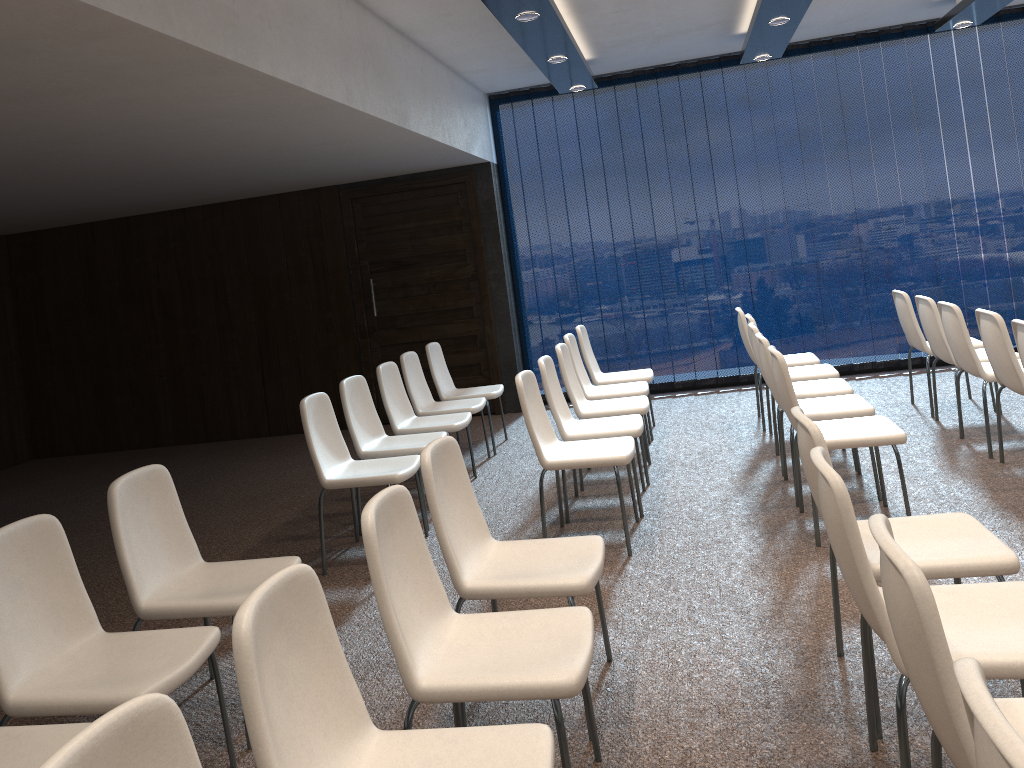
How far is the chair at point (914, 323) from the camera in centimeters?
627cm

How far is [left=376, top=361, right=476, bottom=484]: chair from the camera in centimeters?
586cm

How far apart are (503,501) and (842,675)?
2.9m

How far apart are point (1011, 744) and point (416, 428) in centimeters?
500cm

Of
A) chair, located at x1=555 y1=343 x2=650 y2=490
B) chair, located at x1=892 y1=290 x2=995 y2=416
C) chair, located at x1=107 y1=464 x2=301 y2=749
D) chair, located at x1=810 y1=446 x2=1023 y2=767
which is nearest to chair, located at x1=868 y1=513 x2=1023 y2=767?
chair, located at x1=810 y1=446 x2=1023 y2=767

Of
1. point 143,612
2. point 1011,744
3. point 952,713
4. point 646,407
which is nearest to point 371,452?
point 646,407

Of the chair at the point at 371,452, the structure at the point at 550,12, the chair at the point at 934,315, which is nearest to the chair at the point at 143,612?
the chair at the point at 371,452

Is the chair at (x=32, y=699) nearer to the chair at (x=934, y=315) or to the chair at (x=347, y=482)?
the chair at (x=347, y=482)

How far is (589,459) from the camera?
4.42m

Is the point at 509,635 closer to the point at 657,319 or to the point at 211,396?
the point at 657,319
